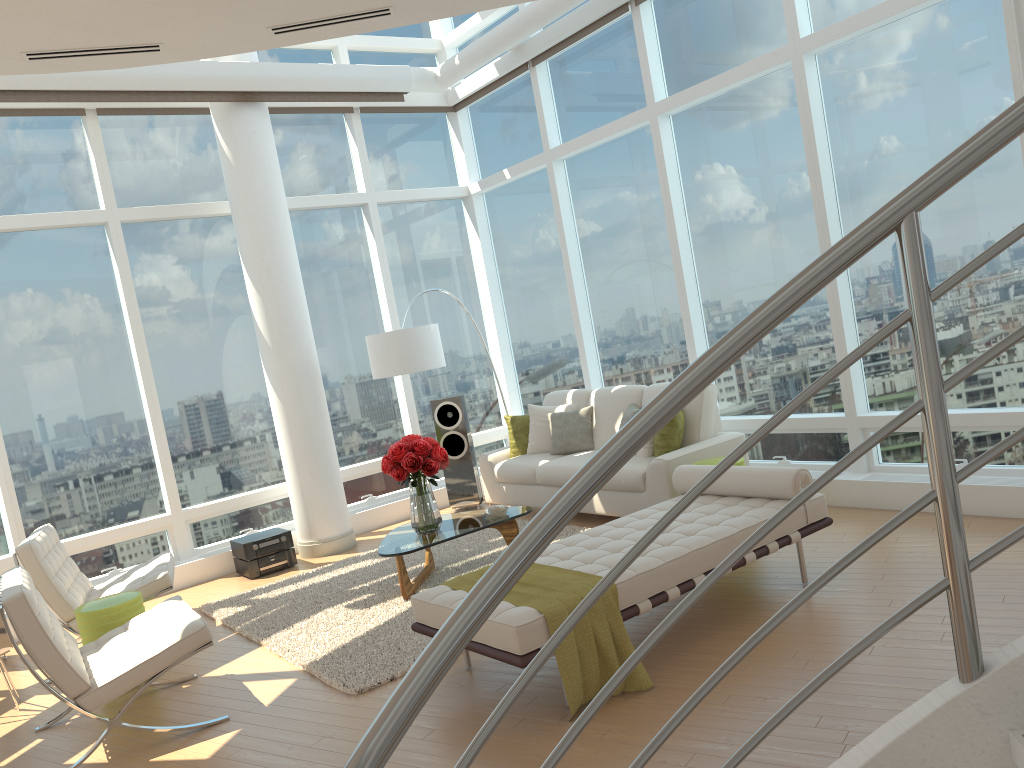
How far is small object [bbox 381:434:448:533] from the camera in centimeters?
617cm

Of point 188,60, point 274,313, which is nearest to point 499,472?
point 274,313

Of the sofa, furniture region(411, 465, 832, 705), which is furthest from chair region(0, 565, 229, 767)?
the sofa

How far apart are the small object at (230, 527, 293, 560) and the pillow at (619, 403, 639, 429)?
3.12m

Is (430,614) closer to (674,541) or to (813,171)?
(674,541)

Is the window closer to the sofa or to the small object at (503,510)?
the sofa

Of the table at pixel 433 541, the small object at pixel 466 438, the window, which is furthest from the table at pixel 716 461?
the small object at pixel 466 438

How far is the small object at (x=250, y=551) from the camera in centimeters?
763cm

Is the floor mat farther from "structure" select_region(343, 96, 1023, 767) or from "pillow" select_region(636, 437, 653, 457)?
"structure" select_region(343, 96, 1023, 767)

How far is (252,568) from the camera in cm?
764
